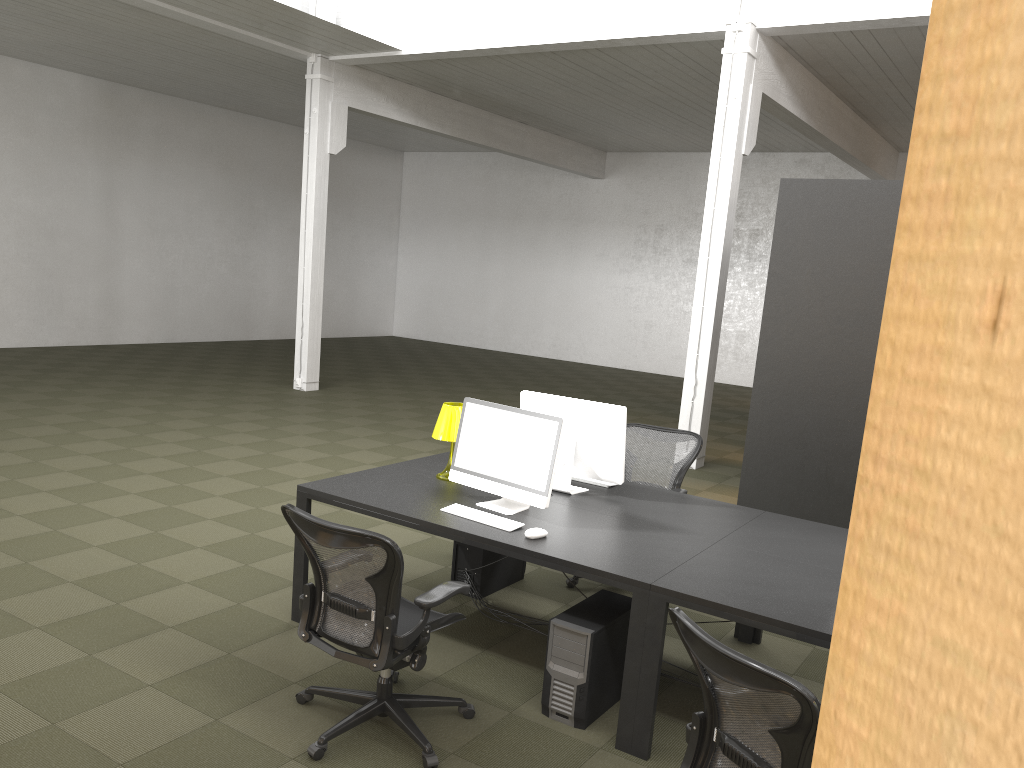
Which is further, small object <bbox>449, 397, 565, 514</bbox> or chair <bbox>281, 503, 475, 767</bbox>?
small object <bbox>449, 397, 565, 514</bbox>

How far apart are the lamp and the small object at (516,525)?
0.6 meters

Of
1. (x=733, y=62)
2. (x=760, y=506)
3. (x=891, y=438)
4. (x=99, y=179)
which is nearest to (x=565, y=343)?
(x=99, y=179)

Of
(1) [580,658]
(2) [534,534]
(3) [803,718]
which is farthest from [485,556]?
(3) [803,718]

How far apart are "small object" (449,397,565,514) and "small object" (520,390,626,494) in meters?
0.4 m

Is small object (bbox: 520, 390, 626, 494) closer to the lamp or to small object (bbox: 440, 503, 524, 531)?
the lamp

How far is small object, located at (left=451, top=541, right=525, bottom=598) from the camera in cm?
524

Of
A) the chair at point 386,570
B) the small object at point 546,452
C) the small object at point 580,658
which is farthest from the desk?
the chair at point 386,570

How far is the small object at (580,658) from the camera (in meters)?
3.81

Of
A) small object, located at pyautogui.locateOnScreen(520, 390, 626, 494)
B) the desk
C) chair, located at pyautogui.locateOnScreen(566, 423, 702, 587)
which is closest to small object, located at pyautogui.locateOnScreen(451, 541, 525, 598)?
chair, located at pyautogui.locateOnScreen(566, 423, 702, 587)
